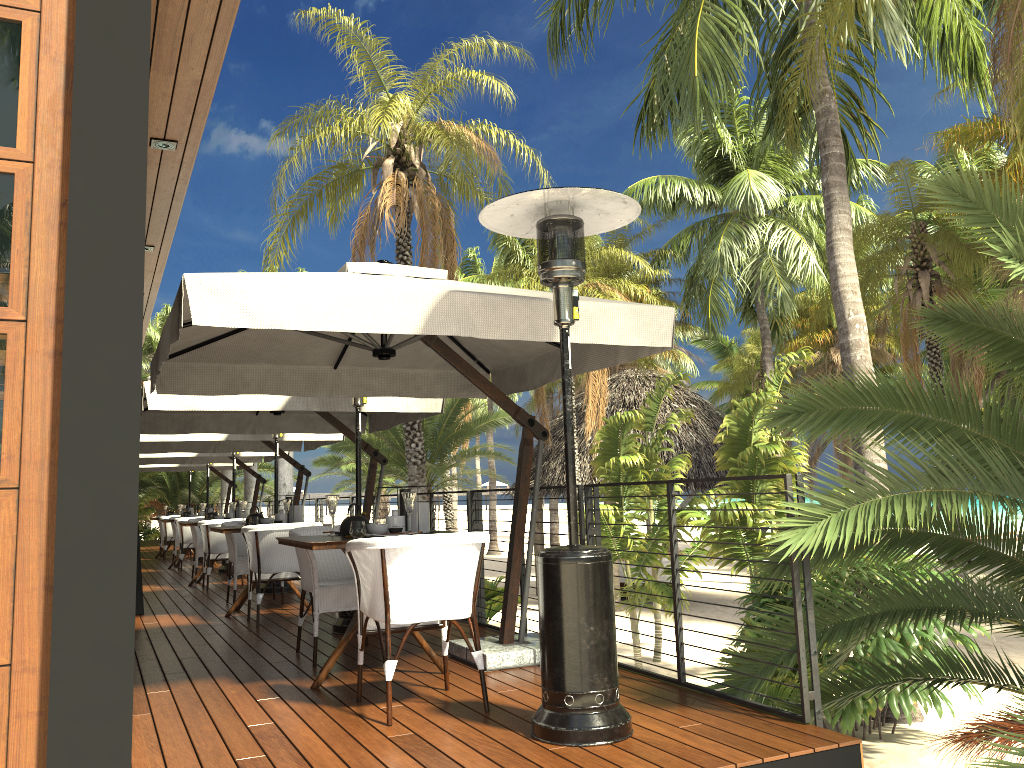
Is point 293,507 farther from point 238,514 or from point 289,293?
point 289,293

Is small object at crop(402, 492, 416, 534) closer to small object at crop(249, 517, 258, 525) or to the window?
the window

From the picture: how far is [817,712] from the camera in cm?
357

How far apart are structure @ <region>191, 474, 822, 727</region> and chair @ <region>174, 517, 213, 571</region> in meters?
7.8

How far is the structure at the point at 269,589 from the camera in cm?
938

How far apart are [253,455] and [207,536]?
3.5 meters

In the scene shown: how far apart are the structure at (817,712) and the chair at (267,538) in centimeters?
142cm

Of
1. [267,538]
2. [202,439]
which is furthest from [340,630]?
[202,439]

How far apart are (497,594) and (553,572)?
12.78m

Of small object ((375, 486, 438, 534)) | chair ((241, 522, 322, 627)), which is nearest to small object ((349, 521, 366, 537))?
small object ((375, 486, 438, 534))
